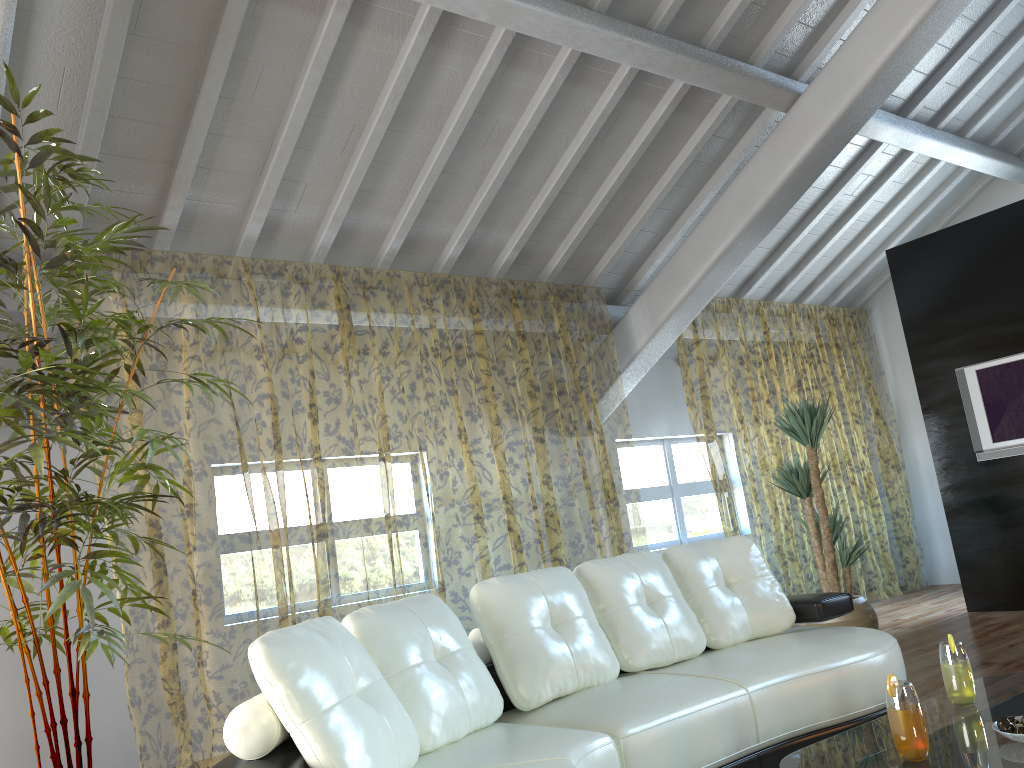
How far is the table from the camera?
1.9 meters

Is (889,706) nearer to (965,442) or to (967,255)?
(965,442)

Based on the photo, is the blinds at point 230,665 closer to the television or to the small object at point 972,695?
the television

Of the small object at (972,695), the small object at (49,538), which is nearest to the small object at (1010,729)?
the small object at (972,695)

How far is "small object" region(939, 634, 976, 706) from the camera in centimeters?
235cm

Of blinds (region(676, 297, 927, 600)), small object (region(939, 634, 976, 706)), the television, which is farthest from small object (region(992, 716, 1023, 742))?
blinds (region(676, 297, 927, 600))

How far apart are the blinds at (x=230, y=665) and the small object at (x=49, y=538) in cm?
86

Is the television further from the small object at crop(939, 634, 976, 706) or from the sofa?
the small object at crop(939, 634, 976, 706)

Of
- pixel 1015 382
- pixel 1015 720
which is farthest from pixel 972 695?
pixel 1015 382

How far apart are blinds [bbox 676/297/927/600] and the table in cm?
403
